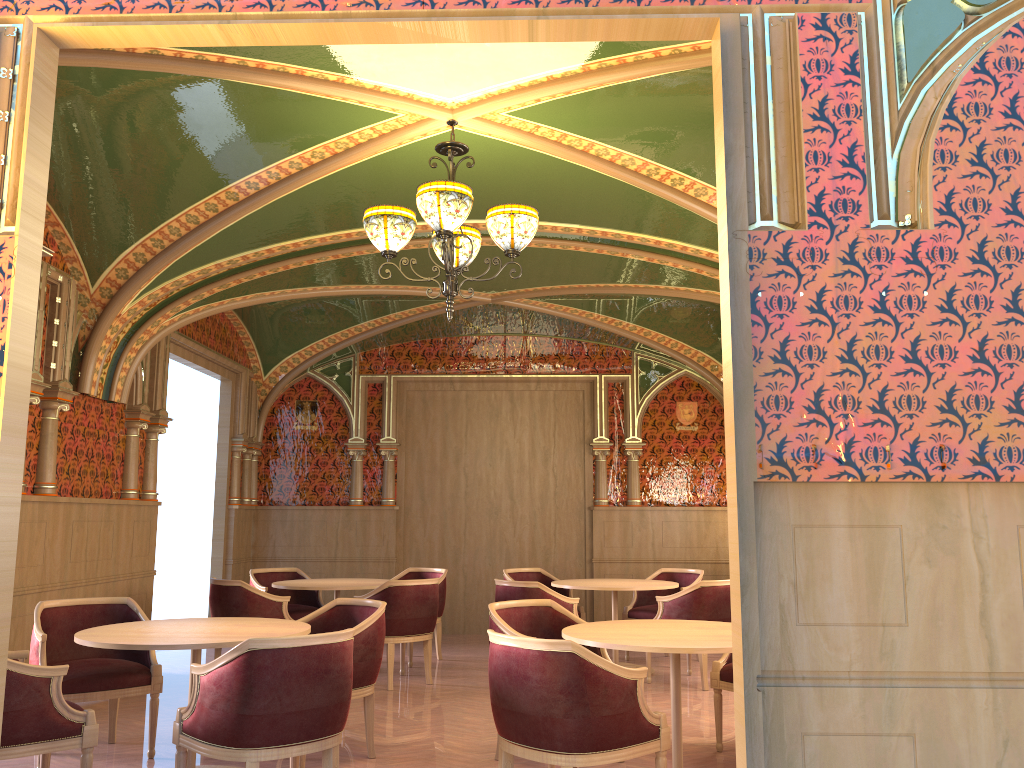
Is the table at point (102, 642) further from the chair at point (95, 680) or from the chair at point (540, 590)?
the chair at point (540, 590)

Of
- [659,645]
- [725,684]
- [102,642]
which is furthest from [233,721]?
[725,684]

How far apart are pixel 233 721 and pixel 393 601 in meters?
3.5

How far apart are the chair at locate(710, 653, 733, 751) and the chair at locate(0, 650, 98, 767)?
3.3m

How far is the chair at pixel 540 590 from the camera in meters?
7.0 m

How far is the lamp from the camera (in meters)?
4.41

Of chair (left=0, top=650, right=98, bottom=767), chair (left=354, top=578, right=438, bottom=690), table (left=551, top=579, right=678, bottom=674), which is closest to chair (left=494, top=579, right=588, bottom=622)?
table (left=551, top=579, right=678, bottom=674)

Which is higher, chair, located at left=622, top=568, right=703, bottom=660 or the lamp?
the lamp

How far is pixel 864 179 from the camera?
2.8m

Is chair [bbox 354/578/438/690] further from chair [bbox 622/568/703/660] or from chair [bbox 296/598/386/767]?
chair [bbox 622/568/703/660]
